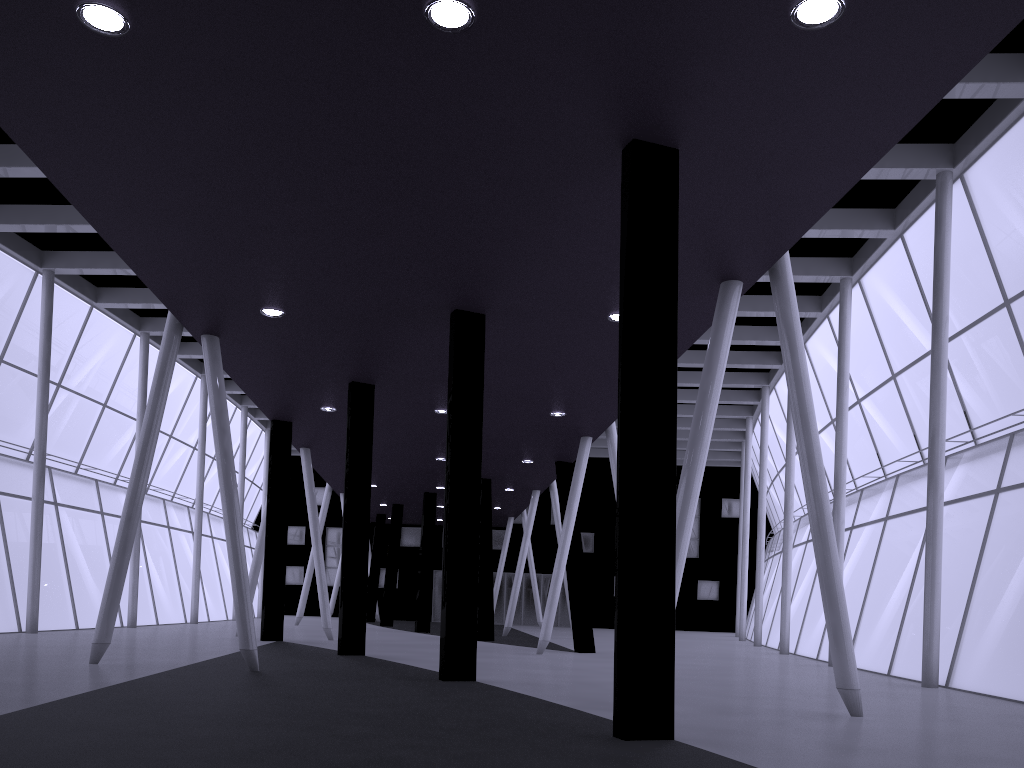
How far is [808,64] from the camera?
Answer: 10.6 meters
